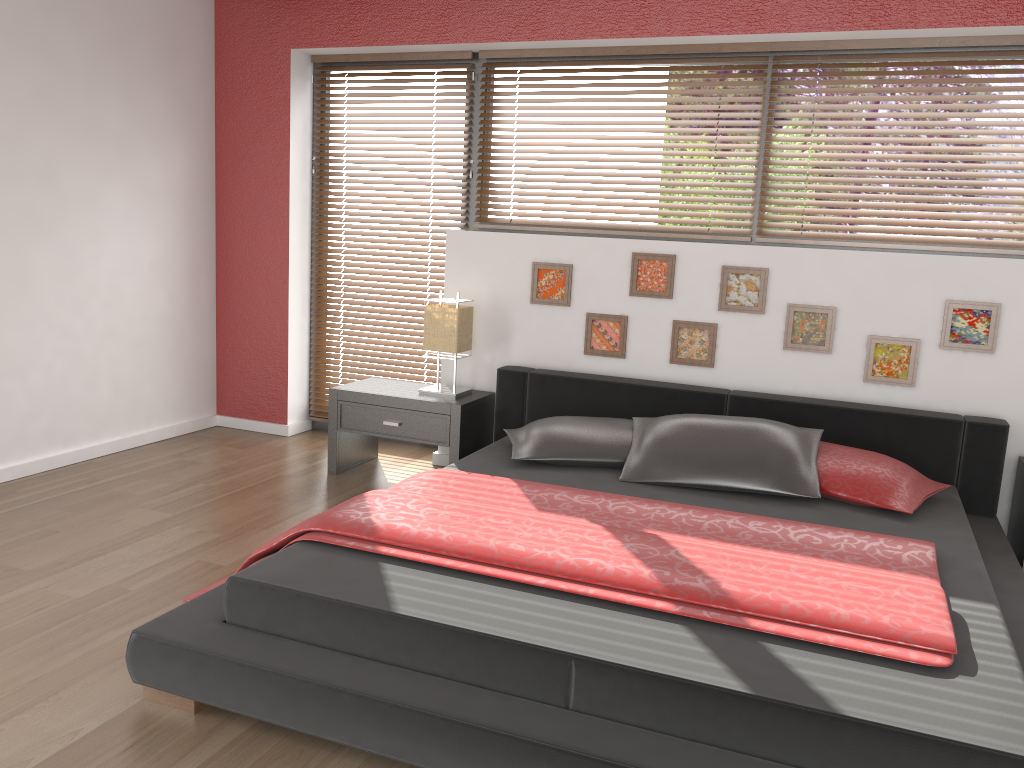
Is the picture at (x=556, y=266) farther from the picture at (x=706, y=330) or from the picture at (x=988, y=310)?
the picture at (x=988, y=310)

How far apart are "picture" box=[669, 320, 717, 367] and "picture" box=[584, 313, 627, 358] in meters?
0.2

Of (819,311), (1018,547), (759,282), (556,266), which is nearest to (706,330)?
(759,282)

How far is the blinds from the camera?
3.81m

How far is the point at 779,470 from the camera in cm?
316

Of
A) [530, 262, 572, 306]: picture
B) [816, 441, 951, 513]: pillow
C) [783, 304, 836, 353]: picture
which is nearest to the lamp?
[530, 262, 572, 306]: picture

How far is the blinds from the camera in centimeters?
381cm

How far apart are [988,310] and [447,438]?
2.33m

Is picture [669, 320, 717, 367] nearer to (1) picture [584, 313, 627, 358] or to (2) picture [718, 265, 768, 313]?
(2) picture [718, 265, 768, 313]

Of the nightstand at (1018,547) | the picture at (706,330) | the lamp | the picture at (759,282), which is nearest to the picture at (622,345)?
the picture at (706,330)
